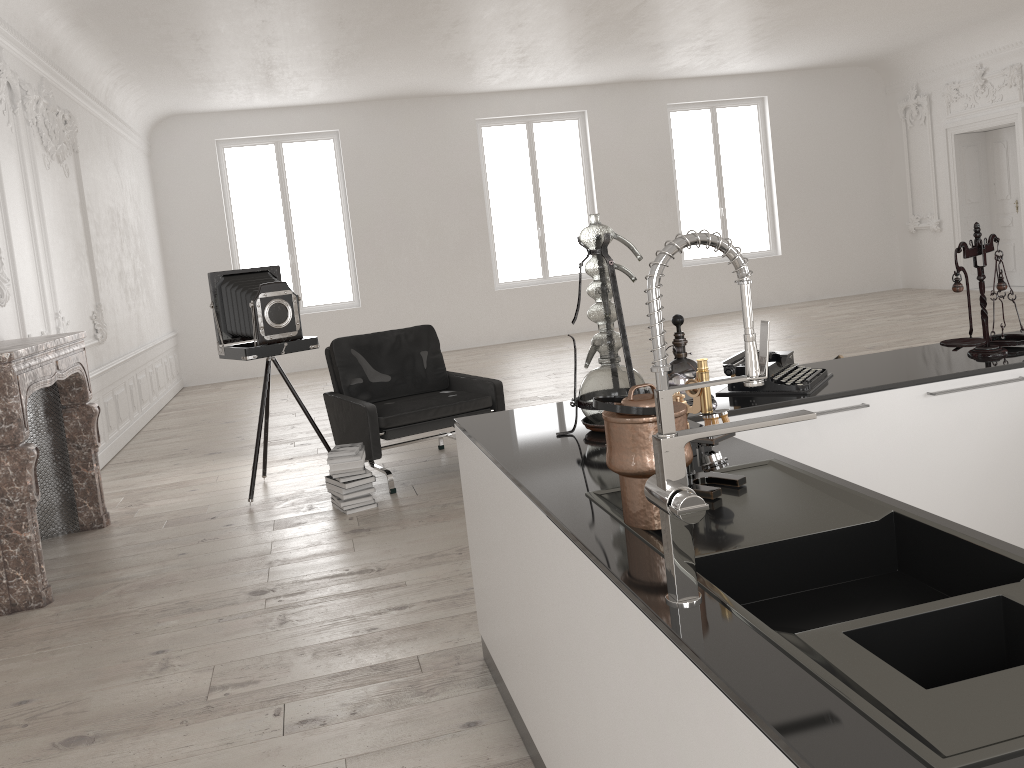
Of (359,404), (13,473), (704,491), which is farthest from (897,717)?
(359,404)

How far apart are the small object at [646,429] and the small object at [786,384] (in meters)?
1.22

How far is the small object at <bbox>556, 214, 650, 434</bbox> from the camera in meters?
2.6 m

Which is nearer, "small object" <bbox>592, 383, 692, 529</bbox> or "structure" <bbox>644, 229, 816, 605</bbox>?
"structure" <bbox>644, 229, 816, 605</bbox>

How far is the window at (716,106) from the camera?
14.2 meters

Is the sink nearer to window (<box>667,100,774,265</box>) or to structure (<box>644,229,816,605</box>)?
structure (<box>644,229,816,605</box>)

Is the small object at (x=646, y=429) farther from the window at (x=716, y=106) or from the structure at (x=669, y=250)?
the window at (x=716, y=106)

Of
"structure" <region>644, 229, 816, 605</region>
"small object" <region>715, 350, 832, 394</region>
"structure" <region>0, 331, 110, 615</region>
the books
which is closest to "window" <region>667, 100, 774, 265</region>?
the books

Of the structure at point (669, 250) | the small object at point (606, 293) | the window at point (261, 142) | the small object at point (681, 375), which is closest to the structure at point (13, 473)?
the small object at point (606, 293)

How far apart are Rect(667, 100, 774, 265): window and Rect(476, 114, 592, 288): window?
2.2m
